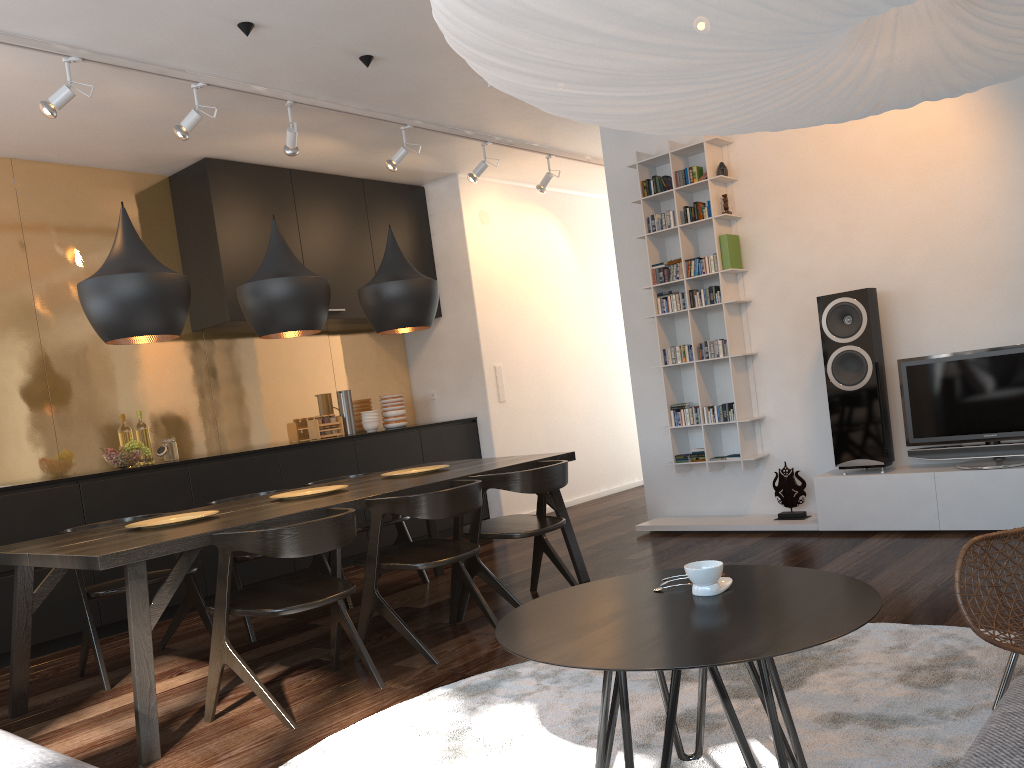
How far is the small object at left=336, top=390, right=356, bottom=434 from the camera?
6.78m

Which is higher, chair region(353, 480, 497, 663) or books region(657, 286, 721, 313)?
books region(657, 286, 721, 313)

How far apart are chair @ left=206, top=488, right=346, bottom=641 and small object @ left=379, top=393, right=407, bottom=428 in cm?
240

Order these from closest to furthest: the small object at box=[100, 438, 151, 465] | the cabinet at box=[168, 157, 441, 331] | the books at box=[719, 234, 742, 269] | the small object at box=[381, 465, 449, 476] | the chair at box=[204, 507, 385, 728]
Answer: the chair at box=[204, 507, 385, 728] < the small object at box=[381, 465, 449, 476] < the small object at box=[100, 438, 151, 465] < the books at box=[719, 234, 742, 269] < the cabinet at box=[168, 157, 441, 331]

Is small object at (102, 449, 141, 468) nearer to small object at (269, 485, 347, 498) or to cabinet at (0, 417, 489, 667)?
cabinet at (0, 417, 489, 667)

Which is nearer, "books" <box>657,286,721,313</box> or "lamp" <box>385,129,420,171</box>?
"books" <box>657,286,721,313</box>

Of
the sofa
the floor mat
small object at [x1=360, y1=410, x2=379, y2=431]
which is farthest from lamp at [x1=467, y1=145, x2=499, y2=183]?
the sofa

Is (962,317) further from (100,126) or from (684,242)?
(100,126)

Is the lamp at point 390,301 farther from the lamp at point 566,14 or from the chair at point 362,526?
the lamp at point 566,14

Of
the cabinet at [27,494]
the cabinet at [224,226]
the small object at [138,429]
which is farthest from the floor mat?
the cabinet at [224,226]
